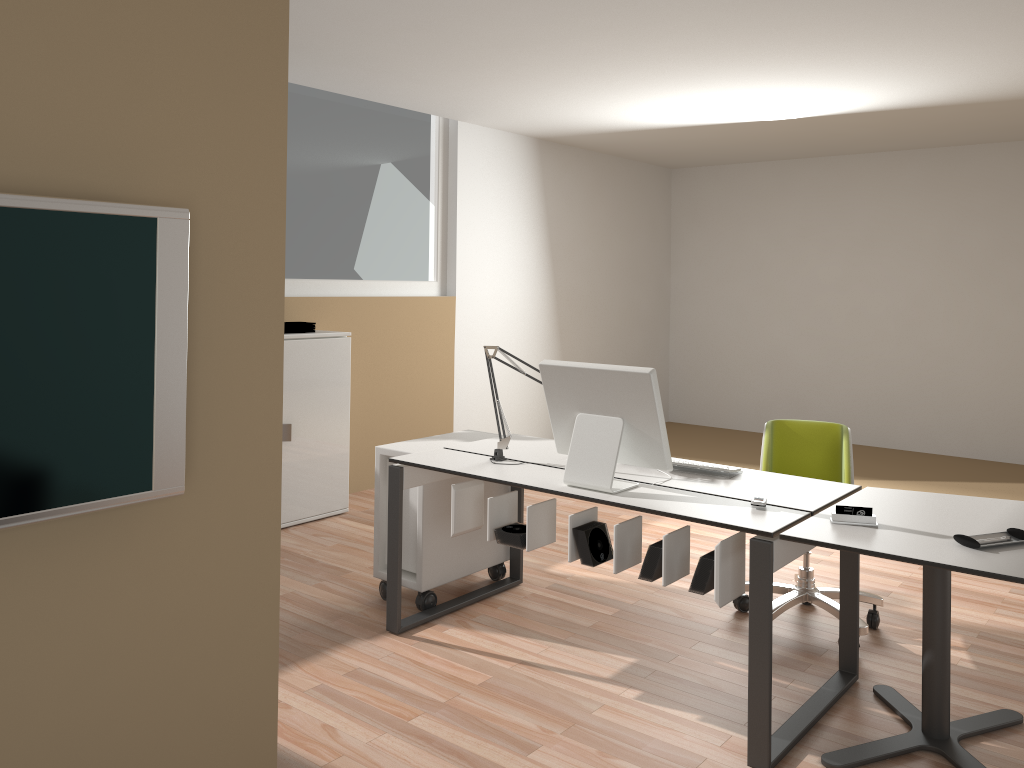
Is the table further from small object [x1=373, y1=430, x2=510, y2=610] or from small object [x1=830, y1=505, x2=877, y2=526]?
small object [x1=373, y1=430, x2=510, y2=610]

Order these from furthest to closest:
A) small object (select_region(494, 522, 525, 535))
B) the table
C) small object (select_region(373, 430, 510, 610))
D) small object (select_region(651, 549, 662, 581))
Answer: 1. small object (select_region(373, 430, 510, 610))
2. small object (select_region(494, 522, 525, 535))
3. small object (select_region(651, 549, 662, 581))
4. the table

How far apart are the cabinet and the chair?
2.54m

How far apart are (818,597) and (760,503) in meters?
1.1

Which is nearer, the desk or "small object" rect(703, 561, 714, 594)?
the desk

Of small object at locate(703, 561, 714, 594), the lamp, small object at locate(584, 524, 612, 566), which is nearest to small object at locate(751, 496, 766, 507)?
small object at locate(703, 561, 714, 594)

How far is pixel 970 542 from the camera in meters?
2.5

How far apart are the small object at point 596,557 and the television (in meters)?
1.58

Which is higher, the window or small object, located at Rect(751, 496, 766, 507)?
the window

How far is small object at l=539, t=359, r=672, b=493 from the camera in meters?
3.0 m
